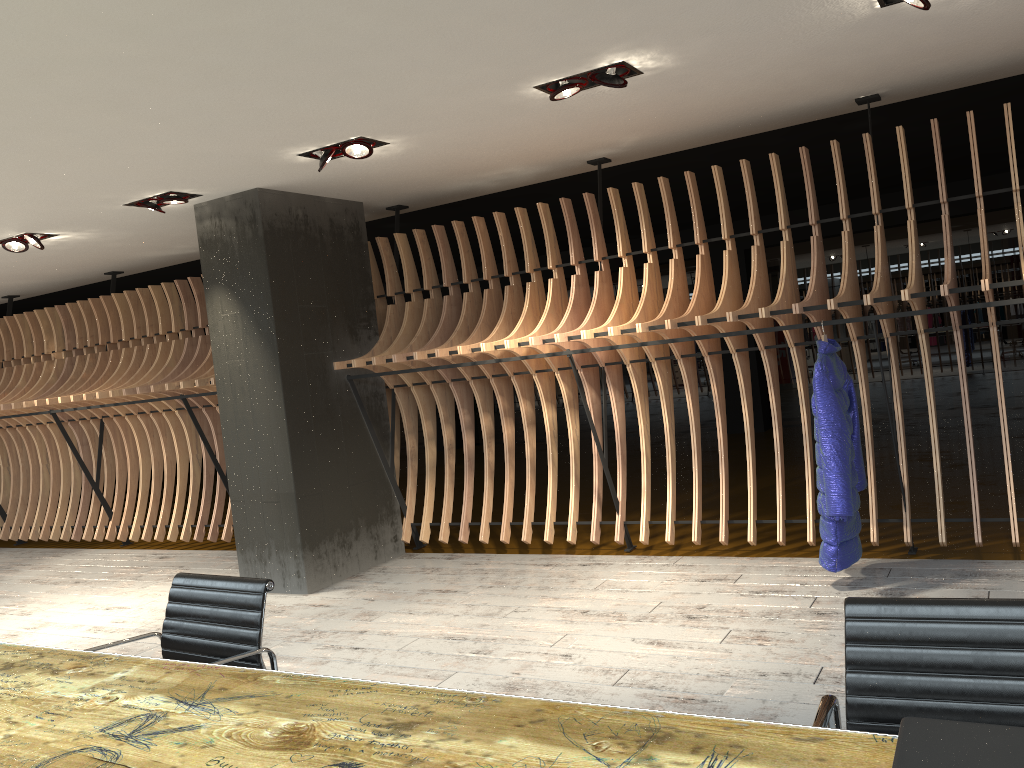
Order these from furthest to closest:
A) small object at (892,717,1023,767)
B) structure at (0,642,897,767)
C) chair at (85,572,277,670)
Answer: chair at (85,572,277,670) < structure at (0,642,897,767) < small object at (892,717,1023,767)

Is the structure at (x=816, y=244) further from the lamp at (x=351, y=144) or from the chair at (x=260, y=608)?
the chair at (x=260, y=608)

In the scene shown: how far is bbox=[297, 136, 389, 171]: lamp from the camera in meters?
5.1 m

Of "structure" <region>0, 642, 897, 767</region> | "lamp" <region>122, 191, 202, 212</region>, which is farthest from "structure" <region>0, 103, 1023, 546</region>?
"structure" <region>0, 642, 897, 767</region>

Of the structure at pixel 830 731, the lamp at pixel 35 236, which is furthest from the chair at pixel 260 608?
the lamp at pixel 35 236

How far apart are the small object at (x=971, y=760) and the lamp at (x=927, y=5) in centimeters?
326cm

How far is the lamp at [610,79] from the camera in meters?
4.3

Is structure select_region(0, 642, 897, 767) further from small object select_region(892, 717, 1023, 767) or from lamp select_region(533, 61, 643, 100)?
lamp select_region(533, 61, 643, 100)

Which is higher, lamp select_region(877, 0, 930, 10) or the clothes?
lamp select_region(877, 0, 930, 10)

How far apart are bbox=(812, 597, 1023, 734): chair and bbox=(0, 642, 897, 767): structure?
0.2m
